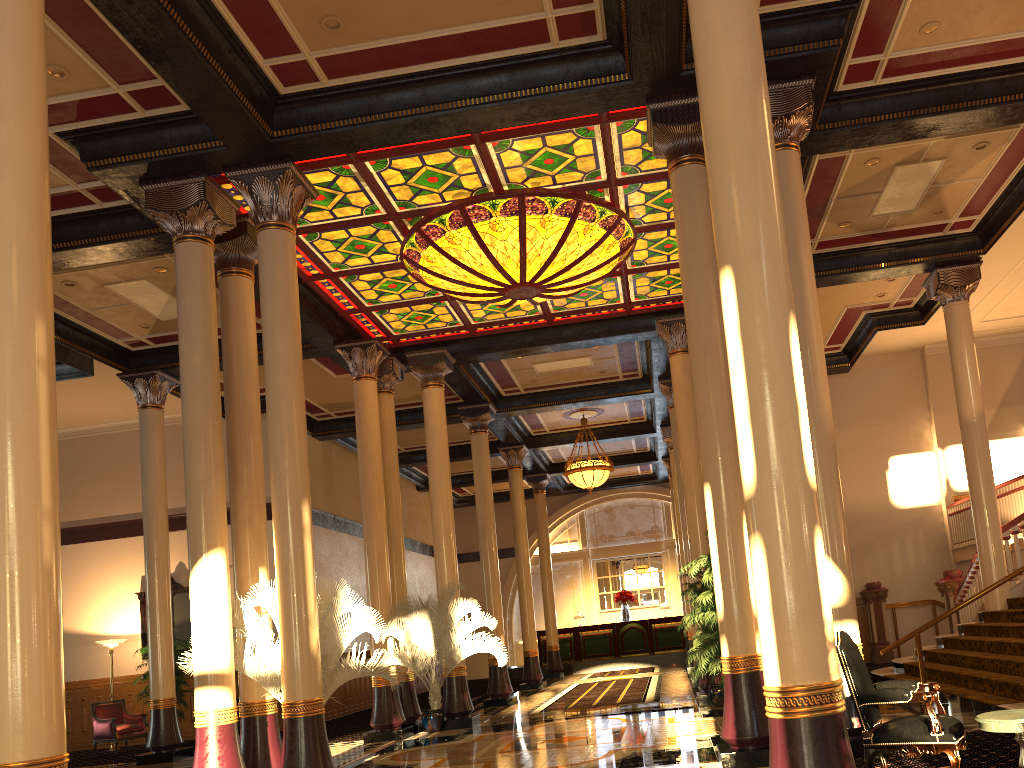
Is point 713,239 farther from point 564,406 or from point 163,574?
point 564,406

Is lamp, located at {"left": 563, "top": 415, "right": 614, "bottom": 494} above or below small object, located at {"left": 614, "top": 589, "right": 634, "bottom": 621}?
above

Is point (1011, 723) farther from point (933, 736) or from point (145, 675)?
point (145, 675)

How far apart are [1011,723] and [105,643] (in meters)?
15.45

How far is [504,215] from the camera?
10.23m

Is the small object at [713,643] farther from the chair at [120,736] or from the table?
the chair at [120,736]

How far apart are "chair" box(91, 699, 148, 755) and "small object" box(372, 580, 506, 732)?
5.4 meters

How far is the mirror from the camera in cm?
1660

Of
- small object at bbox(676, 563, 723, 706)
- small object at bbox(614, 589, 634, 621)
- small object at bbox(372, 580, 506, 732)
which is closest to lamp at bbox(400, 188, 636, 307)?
small object at bbox(372, 580, 506, 732)

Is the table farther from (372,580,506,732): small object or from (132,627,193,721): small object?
(132,627,193,721): small object
